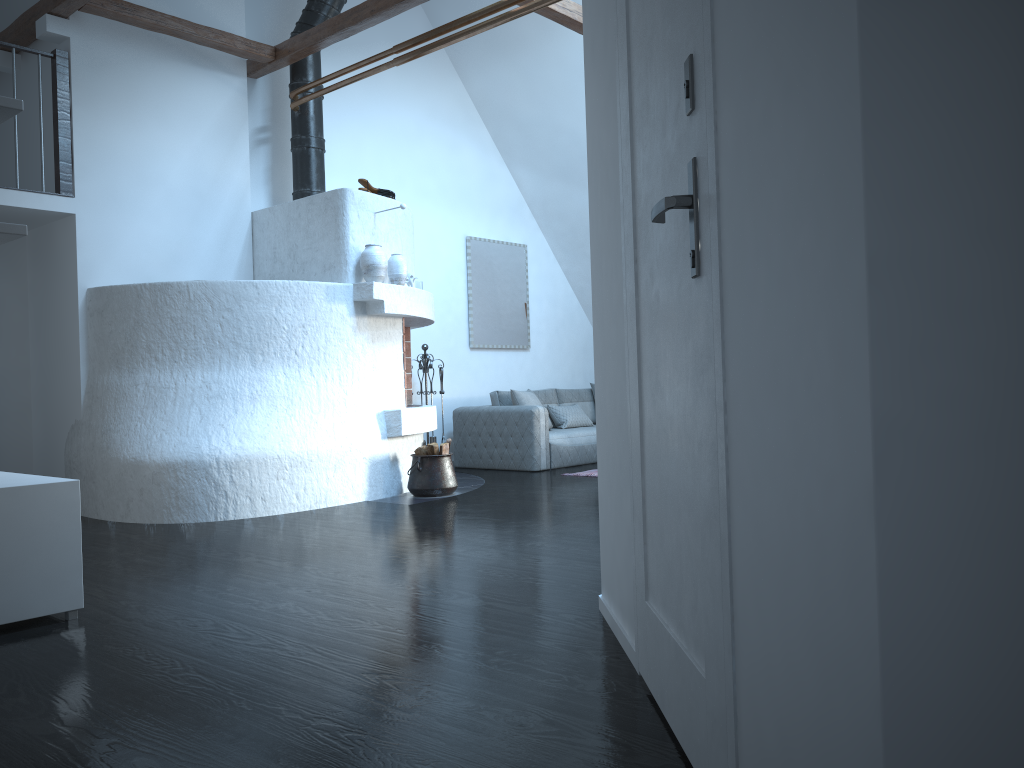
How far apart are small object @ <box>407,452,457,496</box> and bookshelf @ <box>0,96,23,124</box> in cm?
387

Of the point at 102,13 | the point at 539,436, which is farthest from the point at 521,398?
the point at 102,13

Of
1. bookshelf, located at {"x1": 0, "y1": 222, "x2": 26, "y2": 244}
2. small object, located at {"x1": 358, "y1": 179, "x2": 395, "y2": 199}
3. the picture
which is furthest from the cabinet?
the picture

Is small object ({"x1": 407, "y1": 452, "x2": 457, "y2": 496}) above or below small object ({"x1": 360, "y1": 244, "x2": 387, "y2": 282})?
below

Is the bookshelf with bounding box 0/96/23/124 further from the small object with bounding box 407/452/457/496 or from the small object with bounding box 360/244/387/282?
the small object with bounding box 407/452/457/496

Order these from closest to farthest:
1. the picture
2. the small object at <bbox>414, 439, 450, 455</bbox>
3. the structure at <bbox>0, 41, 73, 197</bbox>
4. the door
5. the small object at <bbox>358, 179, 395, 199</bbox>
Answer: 1. the door
2. the structure at <bbox>0, 41, 73, 197</bbox>
3. the small object at <bbox>414, 439, 450, 455</bbox>
4. the small object at <bbox>358, 179, 395, 199</bbox>
5. the picture

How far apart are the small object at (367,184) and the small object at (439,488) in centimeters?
207cm

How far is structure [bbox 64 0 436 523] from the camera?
5.7m

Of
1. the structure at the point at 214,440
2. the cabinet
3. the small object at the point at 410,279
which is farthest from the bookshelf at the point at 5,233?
the small object at the point at 410,279

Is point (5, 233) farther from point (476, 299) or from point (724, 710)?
point (476, 299)
